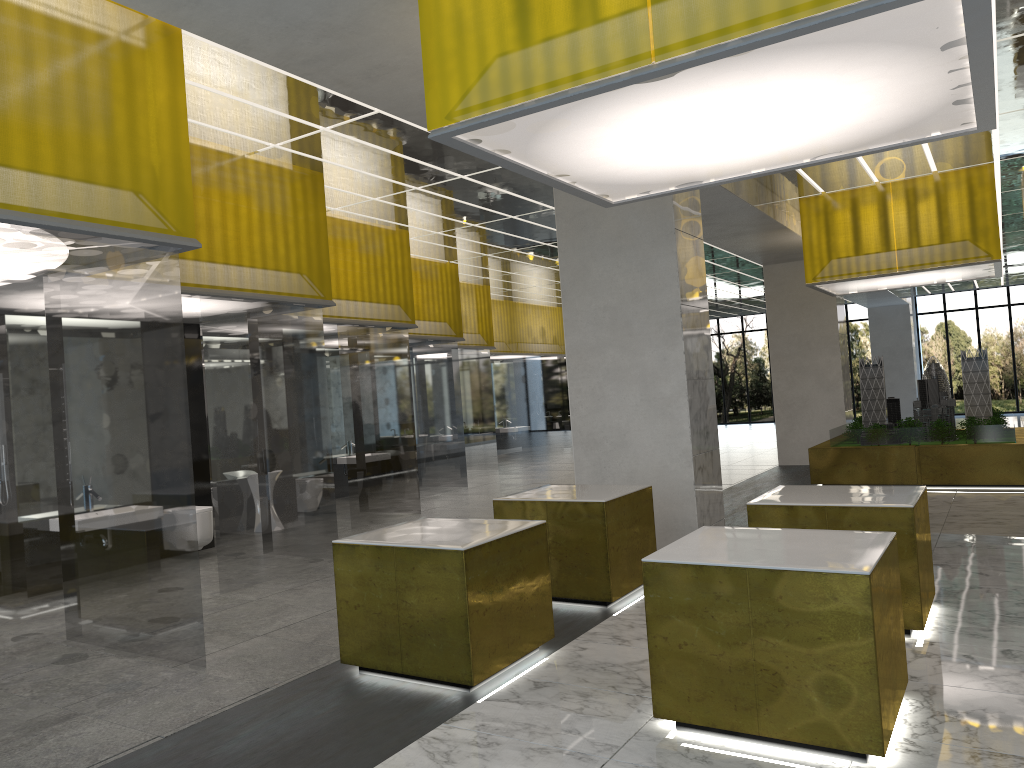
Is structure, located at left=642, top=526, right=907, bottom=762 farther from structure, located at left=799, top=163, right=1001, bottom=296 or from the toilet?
structure, located at left=799, top=163, right=1001, bottom=296

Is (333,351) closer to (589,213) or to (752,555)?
(589,213)

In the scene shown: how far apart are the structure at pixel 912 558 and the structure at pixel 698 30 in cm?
323

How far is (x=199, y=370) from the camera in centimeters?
1424cm

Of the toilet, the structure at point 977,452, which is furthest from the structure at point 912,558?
the structure at point 977,452

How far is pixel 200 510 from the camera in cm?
1304

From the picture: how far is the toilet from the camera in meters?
13.0

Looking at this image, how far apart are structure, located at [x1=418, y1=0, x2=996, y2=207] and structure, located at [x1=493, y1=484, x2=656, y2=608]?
3.2m

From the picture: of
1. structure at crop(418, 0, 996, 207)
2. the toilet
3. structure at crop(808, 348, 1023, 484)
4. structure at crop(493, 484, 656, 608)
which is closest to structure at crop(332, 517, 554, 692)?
structure at crop(493, 484, 656, 608)

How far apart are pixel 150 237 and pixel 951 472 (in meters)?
16.43
